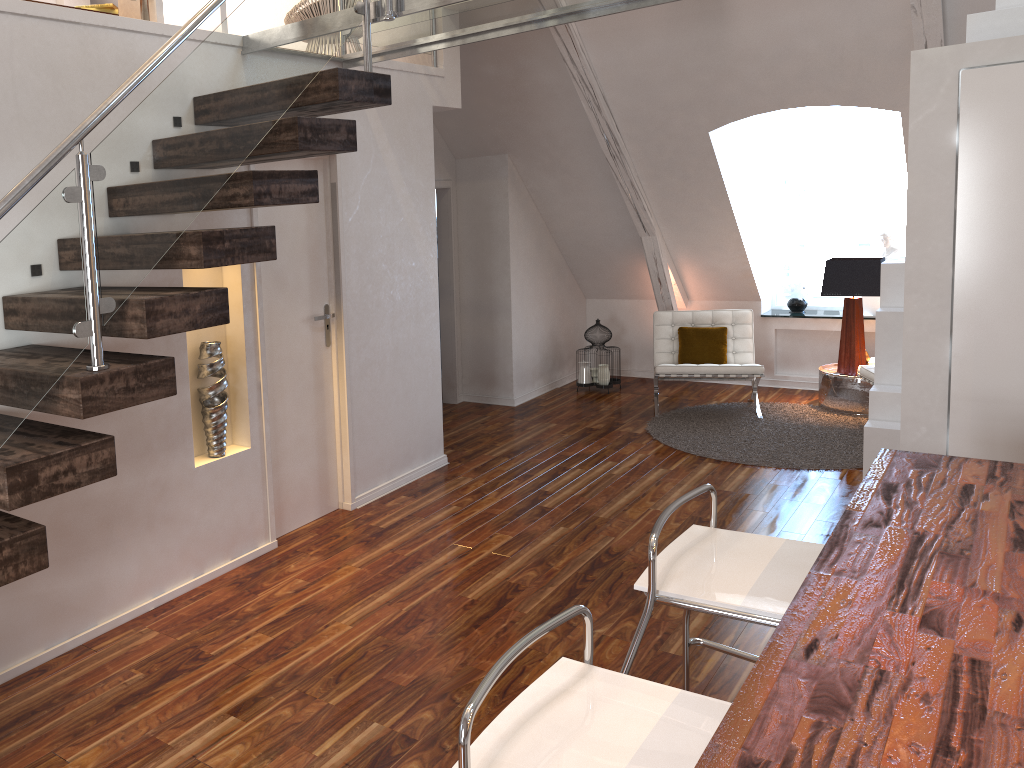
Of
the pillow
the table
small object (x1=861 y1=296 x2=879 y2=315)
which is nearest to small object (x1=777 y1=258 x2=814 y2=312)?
small object (x1=861 y1=296 x2=879 y2=315)

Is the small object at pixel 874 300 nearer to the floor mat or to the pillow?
the floor mat

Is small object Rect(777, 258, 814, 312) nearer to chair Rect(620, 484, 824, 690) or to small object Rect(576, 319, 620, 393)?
small object Rect(576, 319, 620, 393)

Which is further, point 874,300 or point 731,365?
point 874,300

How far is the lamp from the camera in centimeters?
597cm

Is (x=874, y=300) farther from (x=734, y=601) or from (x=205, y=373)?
(x=734, y=601)

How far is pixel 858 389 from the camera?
6.09m

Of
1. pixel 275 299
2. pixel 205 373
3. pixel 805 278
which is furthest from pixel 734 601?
pixel 805 278

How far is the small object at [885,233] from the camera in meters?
6.6 m

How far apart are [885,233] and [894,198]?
0.4 meters
